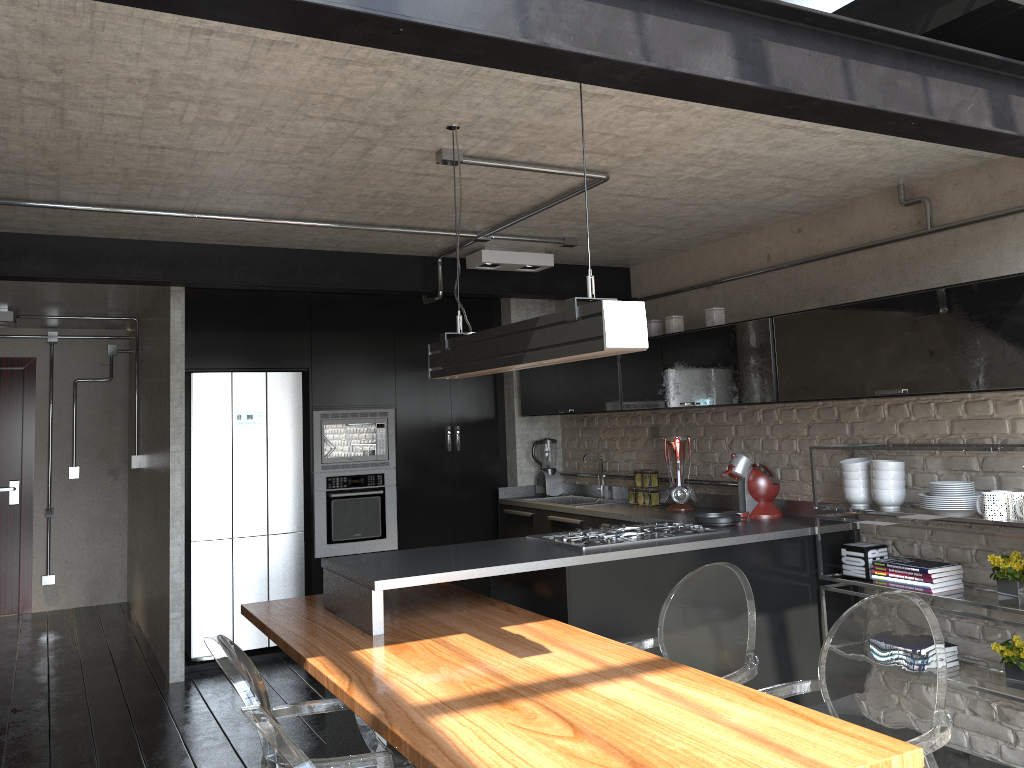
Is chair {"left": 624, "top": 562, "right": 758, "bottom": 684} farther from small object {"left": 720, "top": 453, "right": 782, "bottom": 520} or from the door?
the door

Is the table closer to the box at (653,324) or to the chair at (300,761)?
the chair at (300,761)

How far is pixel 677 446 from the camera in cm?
517

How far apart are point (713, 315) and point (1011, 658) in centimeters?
213cm

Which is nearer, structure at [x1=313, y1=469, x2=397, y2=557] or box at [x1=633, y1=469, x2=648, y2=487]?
box at [x1=633, y1=469, x2=648, y2=487]

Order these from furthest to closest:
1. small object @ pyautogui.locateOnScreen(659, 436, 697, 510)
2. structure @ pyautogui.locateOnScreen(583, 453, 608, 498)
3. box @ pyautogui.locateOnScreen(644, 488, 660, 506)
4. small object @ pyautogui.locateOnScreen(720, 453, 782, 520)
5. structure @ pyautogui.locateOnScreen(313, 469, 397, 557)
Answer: structure @ pyautogui.locateOnScreen(583, 453, 608, 498) < structure @ pyautogui.locateOnScreen(313, 469, 397, 557) < box @ pyautogui.locateOnScreen(644, 488, 660, 506) < small object @ pyautogui.locateOnScreen(659, 436, 697, 510) < small object @ pyautogui.locateOnScreen(720, 453, 782, 520)

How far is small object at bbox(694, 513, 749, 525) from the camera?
4.3m

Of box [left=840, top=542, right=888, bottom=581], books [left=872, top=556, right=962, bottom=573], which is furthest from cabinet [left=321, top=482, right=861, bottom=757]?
books [left=872, top=556, right=962, bottom=573]

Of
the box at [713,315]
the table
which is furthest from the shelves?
the table

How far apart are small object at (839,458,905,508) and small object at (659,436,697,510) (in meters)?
1.14
